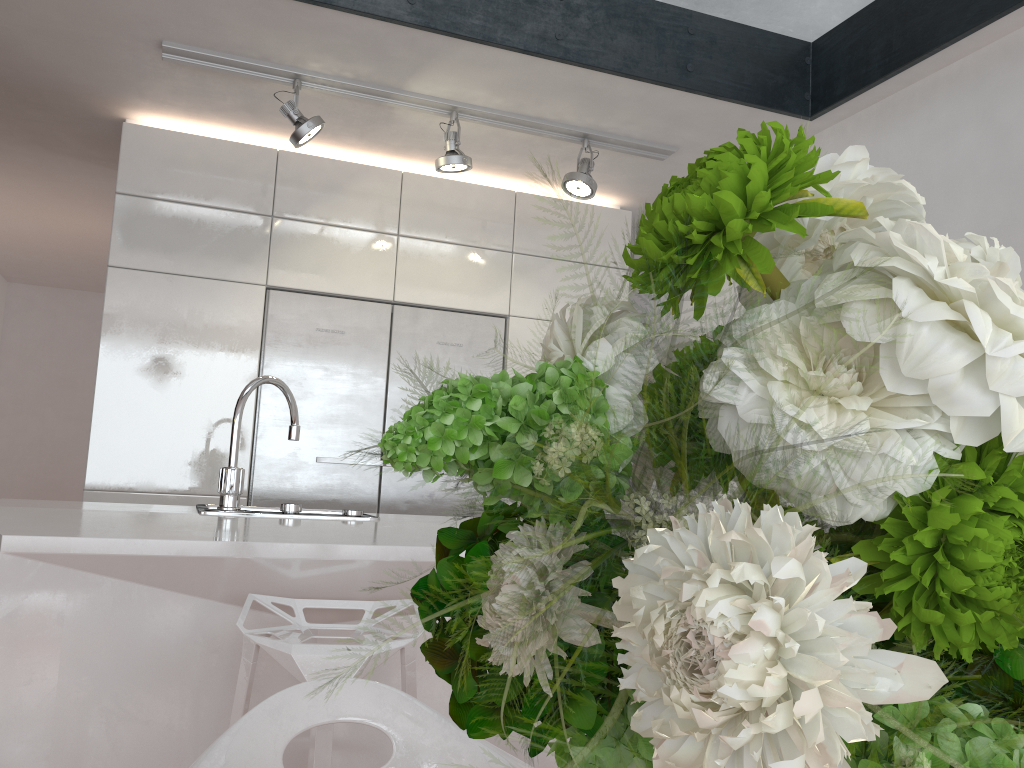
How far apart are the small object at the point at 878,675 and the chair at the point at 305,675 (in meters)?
1.34

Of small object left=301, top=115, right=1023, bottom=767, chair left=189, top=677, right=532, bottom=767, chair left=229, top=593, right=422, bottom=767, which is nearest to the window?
chair left=229, top=593, right=422, bottom=767

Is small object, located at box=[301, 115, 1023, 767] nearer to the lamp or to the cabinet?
the lamp

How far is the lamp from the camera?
3.2m

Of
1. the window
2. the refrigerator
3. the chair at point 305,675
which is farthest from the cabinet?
the chair at point 305,675

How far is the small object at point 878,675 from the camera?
0.23m

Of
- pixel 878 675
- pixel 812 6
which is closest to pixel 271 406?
pixel 812 6

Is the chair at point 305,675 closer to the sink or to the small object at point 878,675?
the sink

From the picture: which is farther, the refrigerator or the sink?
the refrigerator

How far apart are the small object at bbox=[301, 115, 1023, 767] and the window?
3.2m
